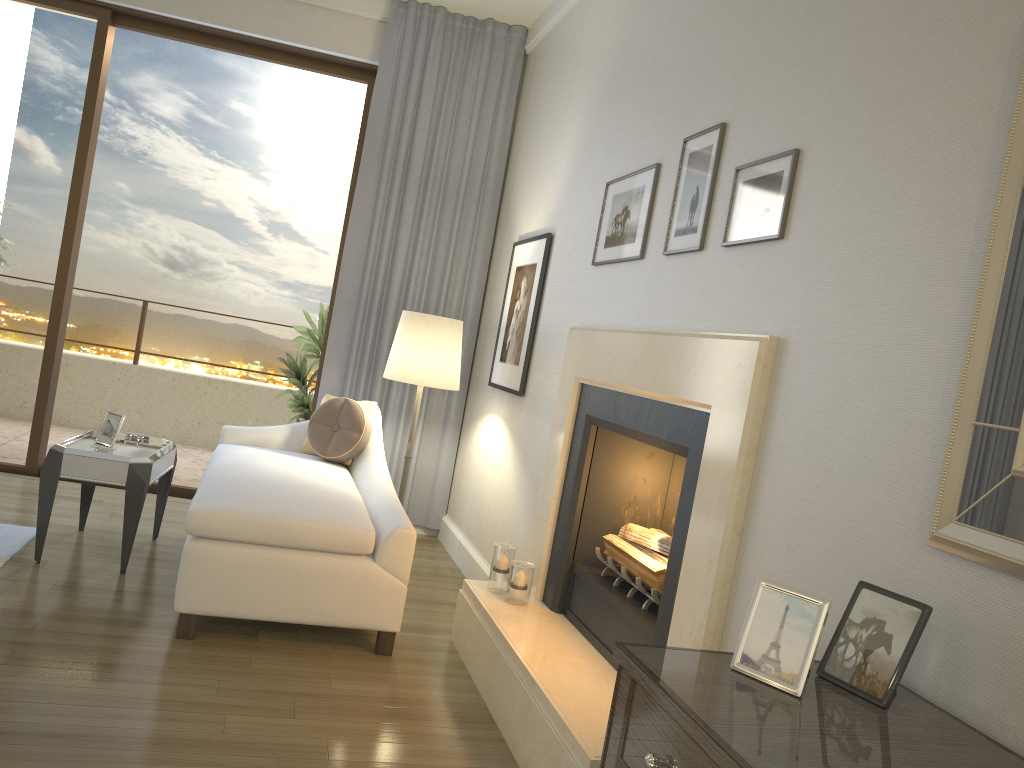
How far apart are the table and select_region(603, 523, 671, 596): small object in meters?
1.9 m

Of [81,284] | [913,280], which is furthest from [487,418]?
[81,284]

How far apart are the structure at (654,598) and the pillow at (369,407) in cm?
186

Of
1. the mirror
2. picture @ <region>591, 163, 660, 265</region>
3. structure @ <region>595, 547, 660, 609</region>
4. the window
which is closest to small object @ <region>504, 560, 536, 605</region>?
structure @ <region>595, 547, 660, 609</region>

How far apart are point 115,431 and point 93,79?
2.4 meters

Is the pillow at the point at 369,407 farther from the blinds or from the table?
the table

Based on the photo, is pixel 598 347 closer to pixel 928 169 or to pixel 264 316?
pixel 928 169

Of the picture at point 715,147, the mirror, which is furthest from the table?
the mirror

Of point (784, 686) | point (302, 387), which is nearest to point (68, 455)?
point (302, 387)

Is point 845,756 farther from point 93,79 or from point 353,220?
point 93,79
